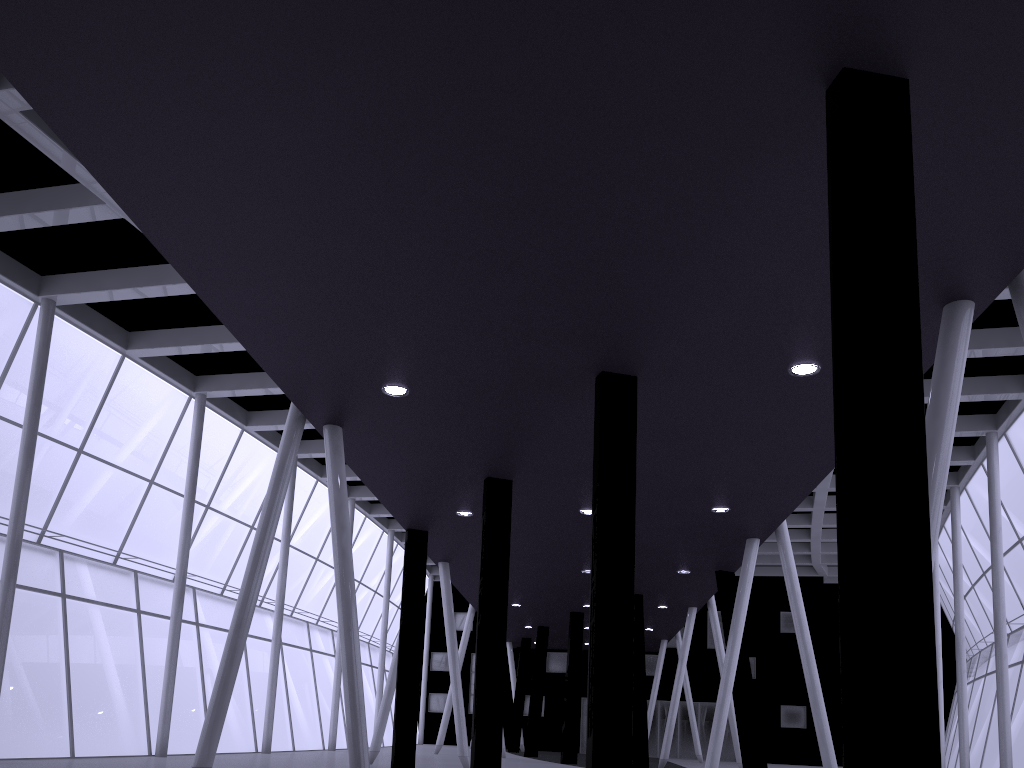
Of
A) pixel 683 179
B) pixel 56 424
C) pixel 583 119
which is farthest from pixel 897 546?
pixel 56 424
